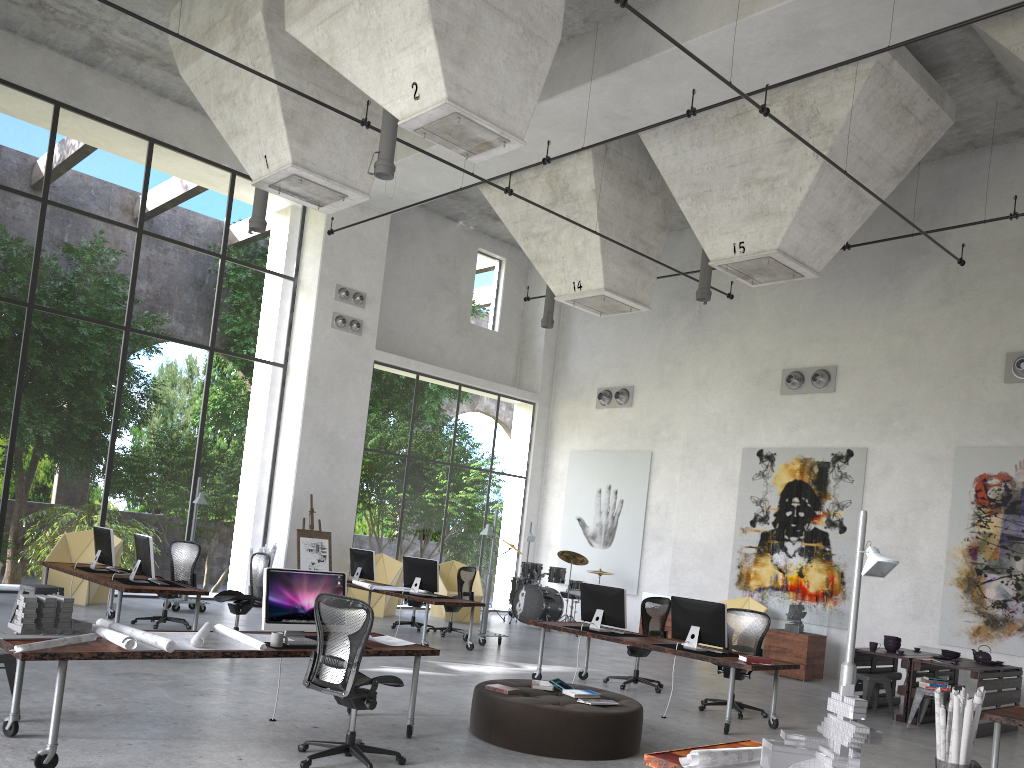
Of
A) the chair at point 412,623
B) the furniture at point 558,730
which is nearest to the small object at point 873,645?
the furniture at point 558,730

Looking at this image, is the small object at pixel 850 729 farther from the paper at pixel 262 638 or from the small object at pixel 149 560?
the small object at pixel 149 560

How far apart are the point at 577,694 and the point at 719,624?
2.4 meters

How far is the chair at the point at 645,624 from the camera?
10.7m

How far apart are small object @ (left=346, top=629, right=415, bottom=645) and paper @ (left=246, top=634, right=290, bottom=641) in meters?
1.0

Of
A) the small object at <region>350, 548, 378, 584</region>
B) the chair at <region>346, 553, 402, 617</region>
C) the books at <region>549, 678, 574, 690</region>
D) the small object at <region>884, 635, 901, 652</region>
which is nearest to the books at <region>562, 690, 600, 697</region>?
the books at <region>549, 678, 574, 690</region>

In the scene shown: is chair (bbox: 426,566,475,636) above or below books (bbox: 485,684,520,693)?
above

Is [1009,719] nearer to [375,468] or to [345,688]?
[345,688]

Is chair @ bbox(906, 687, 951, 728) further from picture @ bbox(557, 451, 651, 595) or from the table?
picture @ bbox(557, 451, 651, 595)

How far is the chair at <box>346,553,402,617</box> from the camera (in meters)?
15.92
